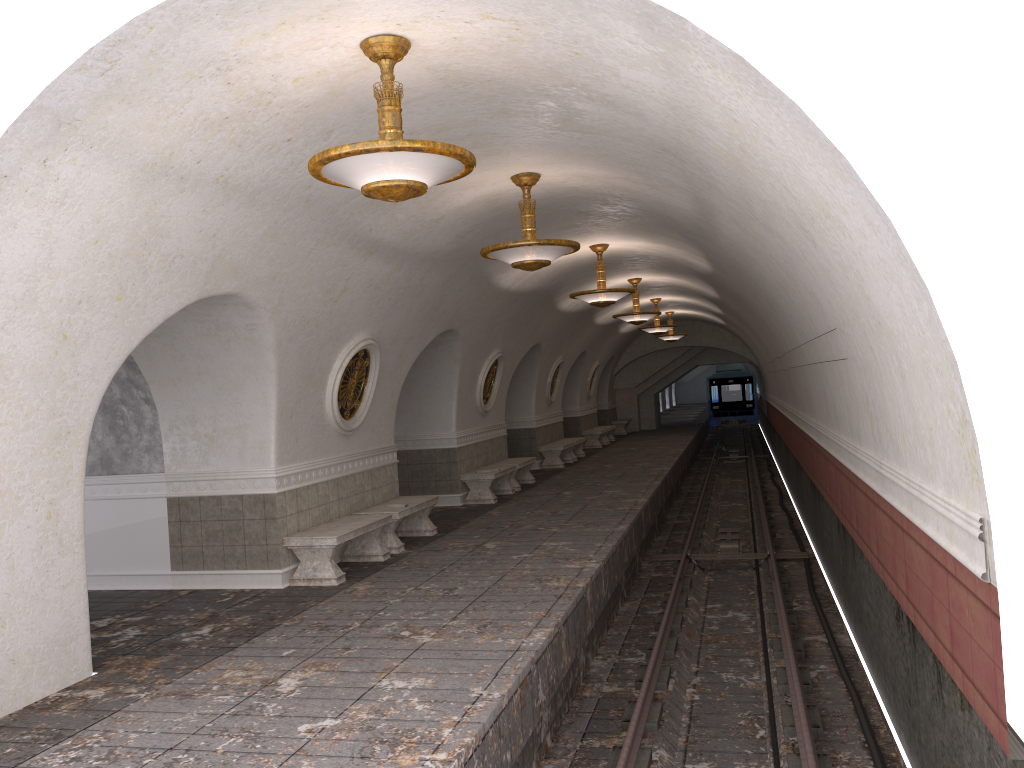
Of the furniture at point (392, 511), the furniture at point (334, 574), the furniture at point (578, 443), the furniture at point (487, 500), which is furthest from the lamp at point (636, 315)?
the furniture at point (334, 574)

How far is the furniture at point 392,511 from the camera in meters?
10.7 m

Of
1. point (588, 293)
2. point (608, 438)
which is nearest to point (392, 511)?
point (588, 293)

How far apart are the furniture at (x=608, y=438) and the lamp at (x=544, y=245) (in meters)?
20.83

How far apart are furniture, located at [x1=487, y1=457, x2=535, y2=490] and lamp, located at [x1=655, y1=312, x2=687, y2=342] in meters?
10.9 m

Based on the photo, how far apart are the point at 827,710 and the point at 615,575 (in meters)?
3.13

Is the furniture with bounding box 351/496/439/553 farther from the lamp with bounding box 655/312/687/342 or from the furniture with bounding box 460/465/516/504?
the lamp with bounding box 655/312/687/342

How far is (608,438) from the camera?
29.32m

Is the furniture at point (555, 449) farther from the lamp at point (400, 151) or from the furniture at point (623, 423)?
the lamp at point (400, 151)

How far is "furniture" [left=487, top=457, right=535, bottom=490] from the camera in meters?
16.6
